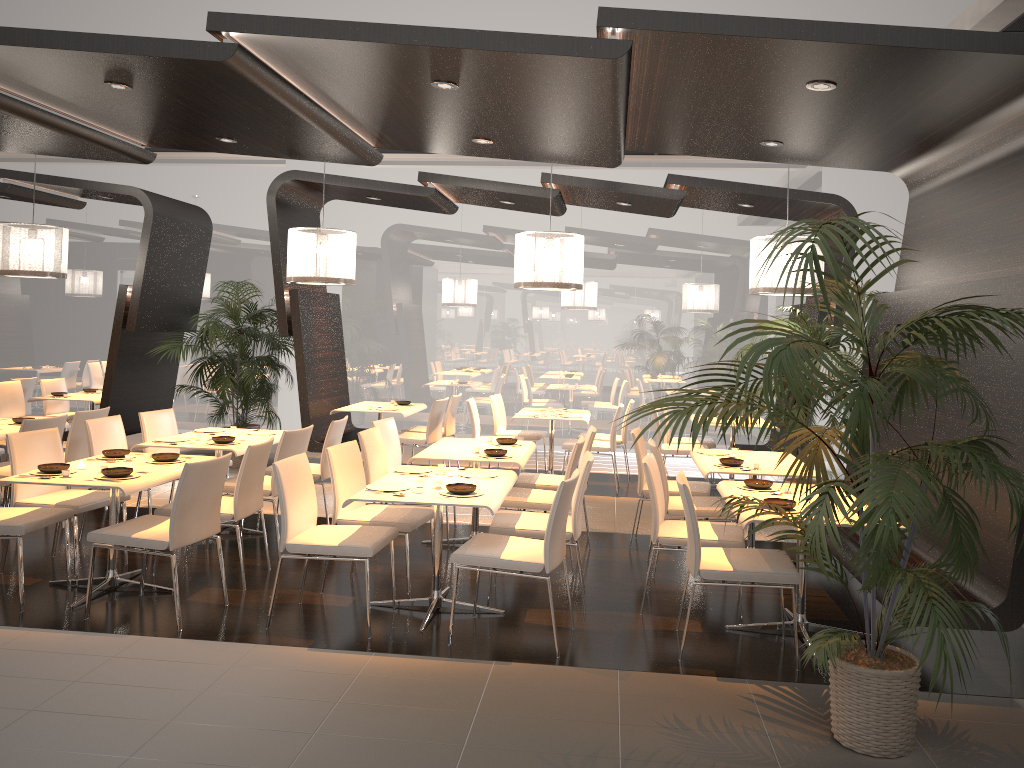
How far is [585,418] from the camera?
9.2m

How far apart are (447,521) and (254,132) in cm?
313

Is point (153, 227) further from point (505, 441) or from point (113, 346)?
point (505, 441)

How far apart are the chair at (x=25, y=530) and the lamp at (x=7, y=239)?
3.8m

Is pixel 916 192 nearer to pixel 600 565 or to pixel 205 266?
pixel 600 565

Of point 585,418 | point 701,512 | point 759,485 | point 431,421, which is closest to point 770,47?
point 759,485

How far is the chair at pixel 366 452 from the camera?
6.2m

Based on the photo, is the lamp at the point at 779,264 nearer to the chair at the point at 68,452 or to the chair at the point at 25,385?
the chair at the point at 68,452

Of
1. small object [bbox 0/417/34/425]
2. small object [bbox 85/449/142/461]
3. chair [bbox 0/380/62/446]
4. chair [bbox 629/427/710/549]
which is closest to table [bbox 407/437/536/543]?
chair [bbox 629/427/710/549]

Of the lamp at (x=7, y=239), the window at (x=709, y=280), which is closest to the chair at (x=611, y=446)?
the window at (x=709, y=280)
